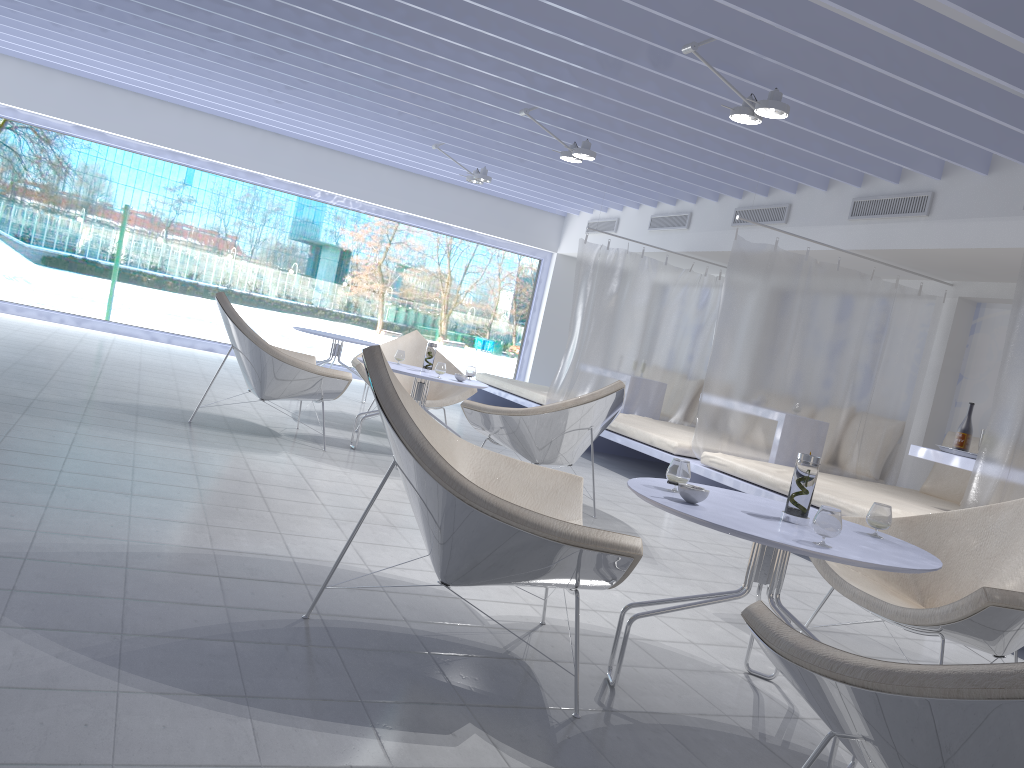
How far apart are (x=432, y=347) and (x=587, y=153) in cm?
193

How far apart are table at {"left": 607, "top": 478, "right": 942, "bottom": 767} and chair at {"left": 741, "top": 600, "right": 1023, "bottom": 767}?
0.37m

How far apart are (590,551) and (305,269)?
10.15m

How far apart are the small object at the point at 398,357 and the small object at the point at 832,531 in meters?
3.9

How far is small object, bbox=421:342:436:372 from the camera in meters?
5.5 m

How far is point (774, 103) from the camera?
4.4m

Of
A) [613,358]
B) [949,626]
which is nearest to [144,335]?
[613,358]

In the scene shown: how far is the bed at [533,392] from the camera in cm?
848

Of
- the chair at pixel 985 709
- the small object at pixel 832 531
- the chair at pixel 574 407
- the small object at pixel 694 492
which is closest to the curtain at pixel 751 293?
the chair at pixel 574 407

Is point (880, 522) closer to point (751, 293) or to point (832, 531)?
point (832, 531)
